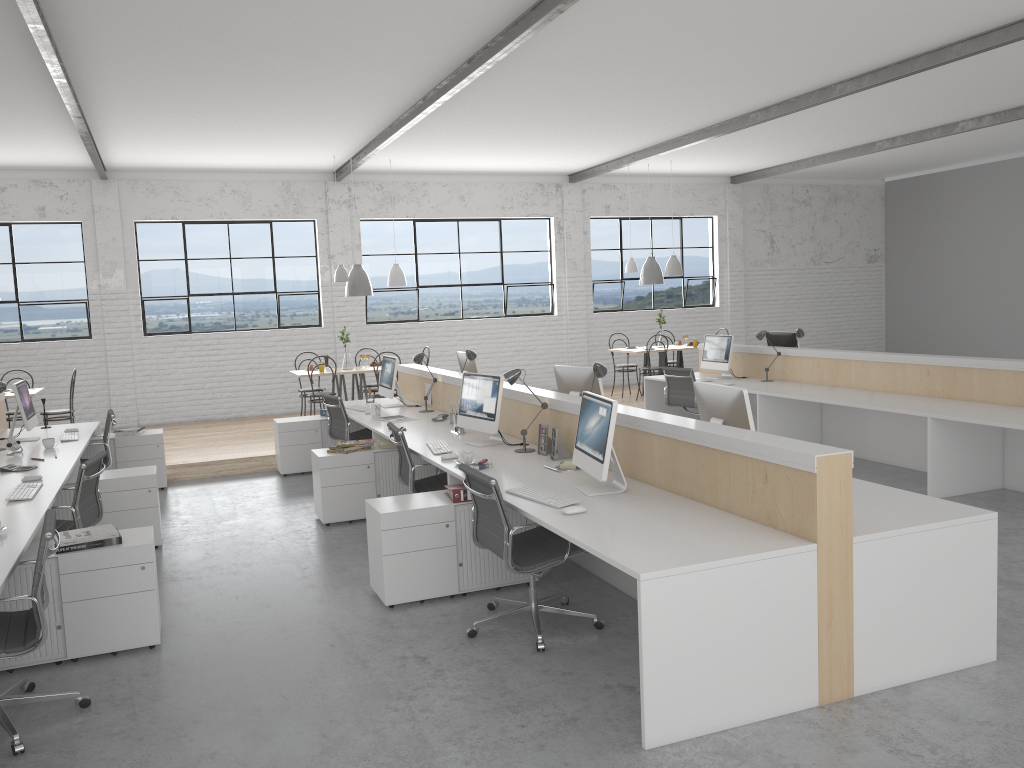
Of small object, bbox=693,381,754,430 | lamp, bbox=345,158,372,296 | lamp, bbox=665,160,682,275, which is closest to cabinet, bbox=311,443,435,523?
small object, bbox=693,381,754,430

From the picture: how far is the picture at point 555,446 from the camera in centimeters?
406cm

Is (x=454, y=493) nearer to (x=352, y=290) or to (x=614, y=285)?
(x=352, y=290)

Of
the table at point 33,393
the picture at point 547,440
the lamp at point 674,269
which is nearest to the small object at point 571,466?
the picture at point 547,440

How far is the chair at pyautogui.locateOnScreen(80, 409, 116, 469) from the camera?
5.65m

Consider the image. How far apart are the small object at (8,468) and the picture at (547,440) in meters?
2.6

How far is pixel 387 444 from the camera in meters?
5.2 m

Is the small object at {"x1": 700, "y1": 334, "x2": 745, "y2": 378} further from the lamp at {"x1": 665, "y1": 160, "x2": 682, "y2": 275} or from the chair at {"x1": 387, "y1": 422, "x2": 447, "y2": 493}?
the chair at {"x1": 387, "y1": 422, "x2": 447, "y2": 493}

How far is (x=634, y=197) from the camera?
10.77m

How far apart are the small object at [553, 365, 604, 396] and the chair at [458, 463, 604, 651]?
1.3m
